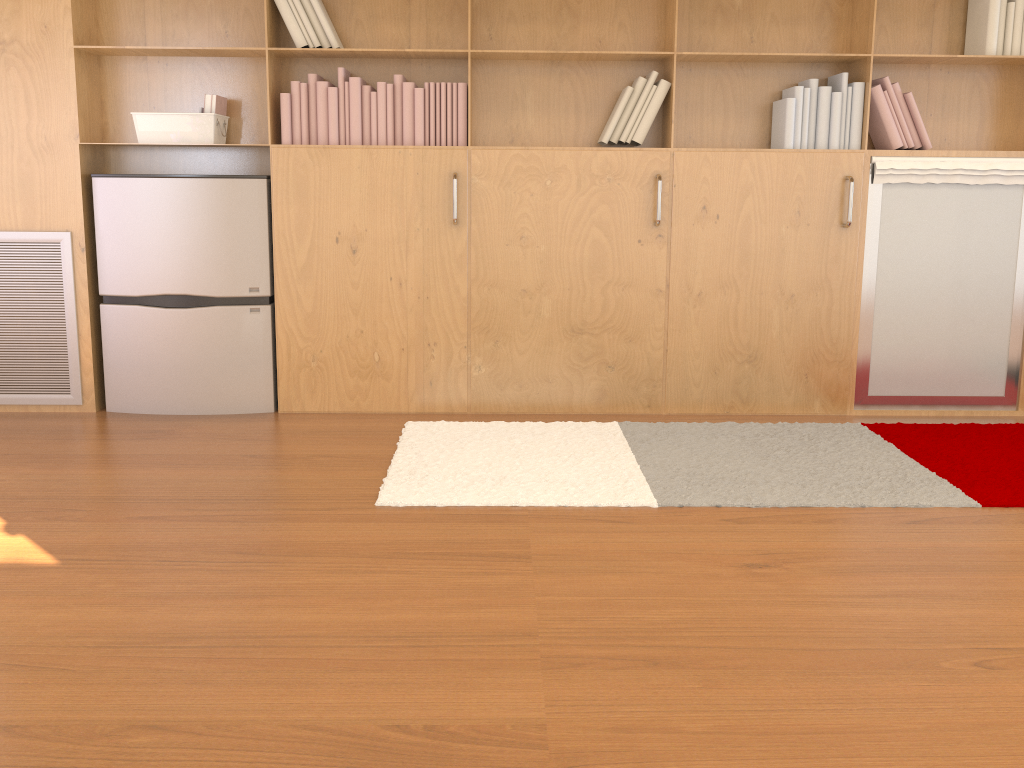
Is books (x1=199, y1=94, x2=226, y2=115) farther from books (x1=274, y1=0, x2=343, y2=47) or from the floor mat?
the floor mat

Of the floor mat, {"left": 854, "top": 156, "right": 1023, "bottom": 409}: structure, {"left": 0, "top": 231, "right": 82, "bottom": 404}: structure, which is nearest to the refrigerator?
{"left": 0, "top": 231, "right": 82, "bottom": 404}: structure

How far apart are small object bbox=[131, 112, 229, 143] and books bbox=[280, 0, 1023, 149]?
0.3m

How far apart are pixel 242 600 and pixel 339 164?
1.97m

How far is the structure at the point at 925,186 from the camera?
3.59m

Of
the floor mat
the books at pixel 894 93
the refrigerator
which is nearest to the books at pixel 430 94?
the books at pixel 894 93

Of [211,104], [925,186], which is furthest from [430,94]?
[925,186]

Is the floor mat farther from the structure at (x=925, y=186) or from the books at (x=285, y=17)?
the books at (x=285, y=17)

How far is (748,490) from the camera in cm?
284

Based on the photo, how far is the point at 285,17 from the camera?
3.4 meters
